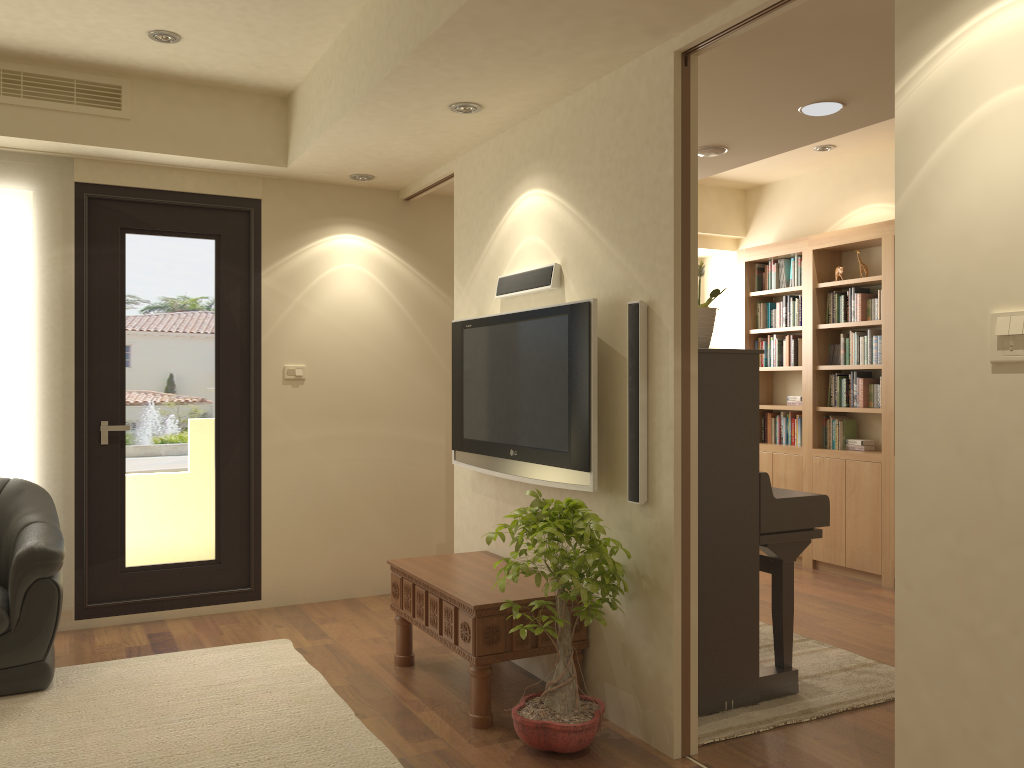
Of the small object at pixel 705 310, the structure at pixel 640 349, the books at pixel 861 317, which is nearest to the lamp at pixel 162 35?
the structure at pixel 640 349

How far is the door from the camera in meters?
4.9 m

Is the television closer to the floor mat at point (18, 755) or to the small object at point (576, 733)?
the small object at point (576, 733)

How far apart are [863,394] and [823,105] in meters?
2.9 m

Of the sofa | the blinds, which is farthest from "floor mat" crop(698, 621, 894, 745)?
the blinds

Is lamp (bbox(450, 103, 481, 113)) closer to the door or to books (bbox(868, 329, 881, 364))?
the door

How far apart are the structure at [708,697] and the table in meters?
0.5

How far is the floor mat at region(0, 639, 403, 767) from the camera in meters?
3.2

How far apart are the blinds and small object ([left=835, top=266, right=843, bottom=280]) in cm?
495

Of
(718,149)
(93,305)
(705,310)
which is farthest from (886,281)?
(93,305)
